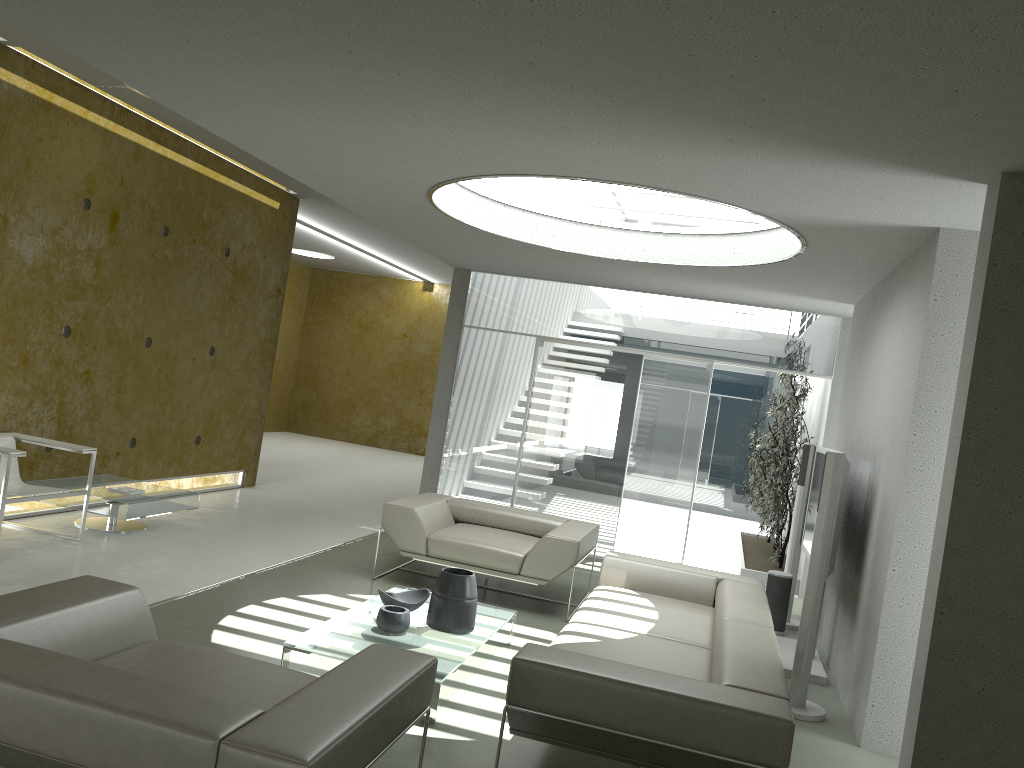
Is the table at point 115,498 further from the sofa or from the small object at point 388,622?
the sofa

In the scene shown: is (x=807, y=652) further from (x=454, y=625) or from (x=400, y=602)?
(x=400, y=602)

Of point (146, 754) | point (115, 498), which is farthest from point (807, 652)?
point (115, 498)

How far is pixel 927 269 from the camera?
4.71m

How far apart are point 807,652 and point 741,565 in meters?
4.0 m

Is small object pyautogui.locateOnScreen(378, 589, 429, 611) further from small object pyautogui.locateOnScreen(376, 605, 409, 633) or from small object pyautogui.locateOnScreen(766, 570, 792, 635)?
small object pyautogui.locateOnScreen(766, 570, 792, 635)

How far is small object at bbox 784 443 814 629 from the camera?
7.1m

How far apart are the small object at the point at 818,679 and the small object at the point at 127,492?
4.84m

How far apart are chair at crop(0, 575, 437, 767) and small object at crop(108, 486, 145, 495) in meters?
3.5

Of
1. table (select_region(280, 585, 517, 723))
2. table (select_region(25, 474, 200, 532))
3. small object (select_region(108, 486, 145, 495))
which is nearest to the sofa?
table (select_region(280, 585, 517, 723))
